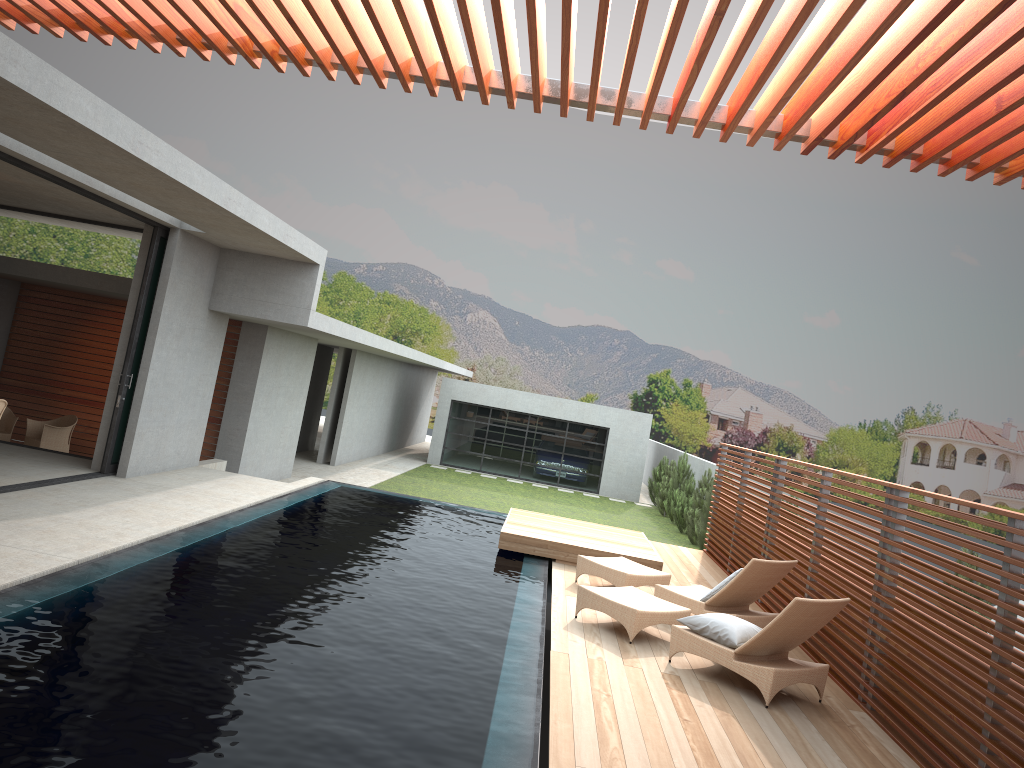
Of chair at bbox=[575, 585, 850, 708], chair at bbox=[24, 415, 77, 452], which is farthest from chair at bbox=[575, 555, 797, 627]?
chair at bbox=[24, 415, 77, 452]

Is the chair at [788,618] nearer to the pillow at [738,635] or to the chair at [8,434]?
the pillow at [738,635]

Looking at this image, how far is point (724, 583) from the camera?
8.5m

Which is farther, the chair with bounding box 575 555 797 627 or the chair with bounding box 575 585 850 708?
the chair with bounding box 575 555 797 627

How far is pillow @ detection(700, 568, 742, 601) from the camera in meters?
8.5 m

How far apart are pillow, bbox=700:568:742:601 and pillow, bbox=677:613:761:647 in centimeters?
126cm

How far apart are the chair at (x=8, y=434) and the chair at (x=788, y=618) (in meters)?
10.67

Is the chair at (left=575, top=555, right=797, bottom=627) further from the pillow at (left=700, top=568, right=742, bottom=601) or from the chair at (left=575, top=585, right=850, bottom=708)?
the chair at (left=575, top=585, right=850, bottom=708)

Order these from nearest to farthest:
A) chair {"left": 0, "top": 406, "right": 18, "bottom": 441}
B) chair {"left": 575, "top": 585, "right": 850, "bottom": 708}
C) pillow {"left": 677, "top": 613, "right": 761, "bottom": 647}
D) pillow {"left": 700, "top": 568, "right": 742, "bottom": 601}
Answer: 1. chair {"left": 575, "top": 585, "right": 850, "bottom": 708}
2. pillow {"left": 677, "top": 613, "right": 761, "bottom": 647}
3. pillow {"left": 700, "top": 568, "right": 742, "bottom": 601}
4. chair {"left": 0, "top": 406, "right": 18, "bottom": 441}

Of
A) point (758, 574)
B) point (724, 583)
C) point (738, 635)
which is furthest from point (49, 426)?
point (738, 635)
